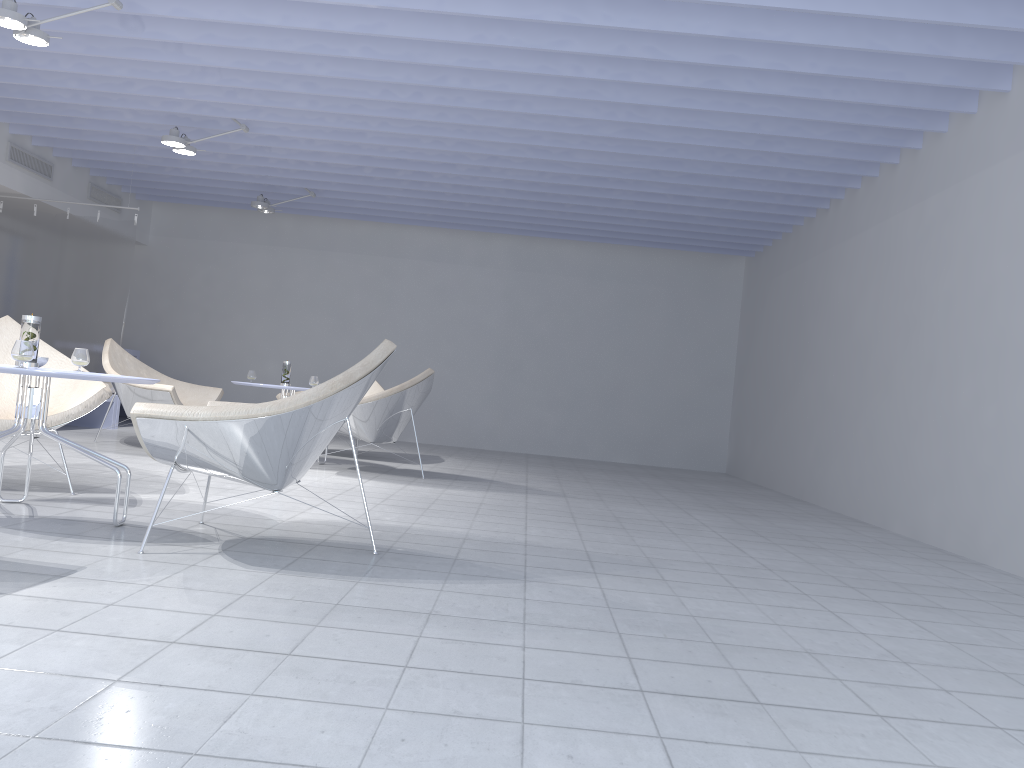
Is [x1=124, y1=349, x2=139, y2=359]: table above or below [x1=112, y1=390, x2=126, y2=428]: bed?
above

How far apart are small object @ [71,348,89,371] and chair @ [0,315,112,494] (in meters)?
0.38

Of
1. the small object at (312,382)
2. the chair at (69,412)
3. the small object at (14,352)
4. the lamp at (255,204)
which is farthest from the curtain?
the small object at (14,352)

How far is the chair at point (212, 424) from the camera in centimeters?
267cm

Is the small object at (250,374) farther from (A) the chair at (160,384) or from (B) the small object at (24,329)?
(B) the small object at (24,329)

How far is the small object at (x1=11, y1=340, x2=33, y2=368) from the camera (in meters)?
2.88

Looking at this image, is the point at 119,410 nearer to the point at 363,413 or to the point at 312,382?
the point at 312,382

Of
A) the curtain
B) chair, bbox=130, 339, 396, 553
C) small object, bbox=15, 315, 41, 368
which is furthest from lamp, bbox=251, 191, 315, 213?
small object, bbox=15, 315, 41, 368

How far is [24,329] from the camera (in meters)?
3.13

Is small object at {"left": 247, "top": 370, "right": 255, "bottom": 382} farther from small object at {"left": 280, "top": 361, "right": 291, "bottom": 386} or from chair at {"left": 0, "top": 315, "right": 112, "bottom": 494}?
chair at {"left": 0, "top": 315, "right": 112, "bottom": 494}
